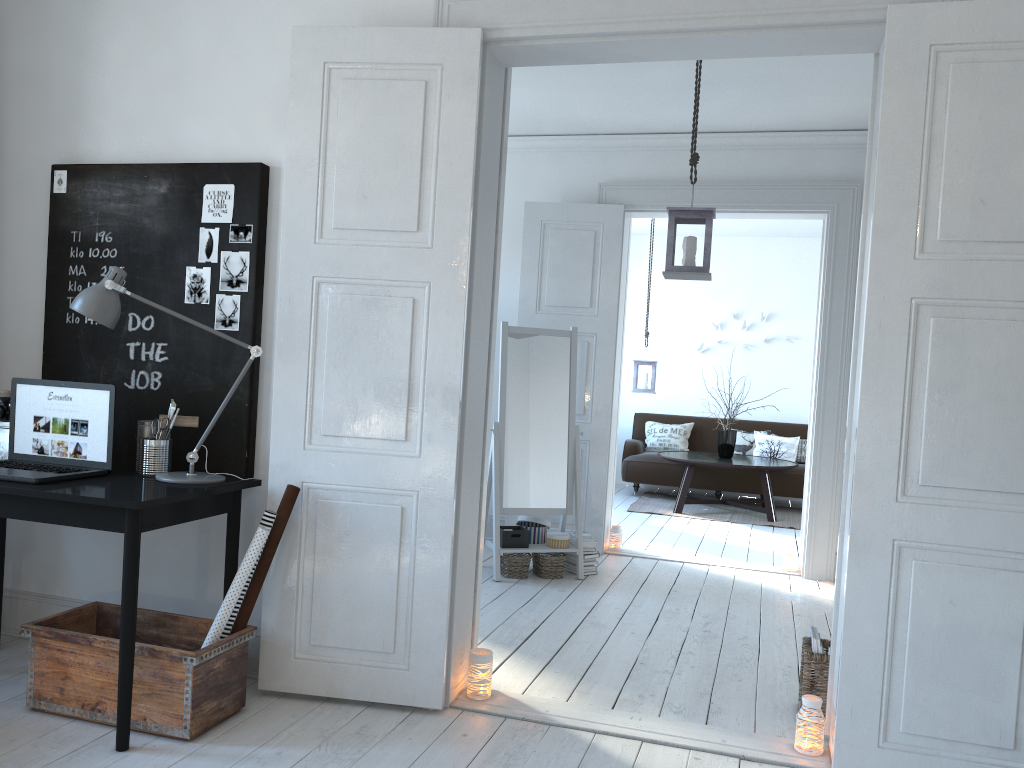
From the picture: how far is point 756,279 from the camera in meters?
9.6 m

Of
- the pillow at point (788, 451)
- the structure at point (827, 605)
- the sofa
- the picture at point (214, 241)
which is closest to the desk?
the picture at point (214, 241)

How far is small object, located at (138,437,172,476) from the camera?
3.09m

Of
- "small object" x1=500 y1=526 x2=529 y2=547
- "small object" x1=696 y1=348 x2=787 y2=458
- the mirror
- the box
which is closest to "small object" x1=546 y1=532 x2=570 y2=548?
the mirror

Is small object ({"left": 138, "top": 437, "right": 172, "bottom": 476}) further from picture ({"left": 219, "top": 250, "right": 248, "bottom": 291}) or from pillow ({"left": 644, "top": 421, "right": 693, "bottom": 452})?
pillow ({"left": 644, "top": 421, "right": 693, "bottom": 452})

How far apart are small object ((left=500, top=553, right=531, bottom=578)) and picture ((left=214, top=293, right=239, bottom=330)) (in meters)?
2.40

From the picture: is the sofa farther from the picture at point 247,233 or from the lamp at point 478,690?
the picture at point 247,233

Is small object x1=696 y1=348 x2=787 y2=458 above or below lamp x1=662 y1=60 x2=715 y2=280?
below

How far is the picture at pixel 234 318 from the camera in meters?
3.3

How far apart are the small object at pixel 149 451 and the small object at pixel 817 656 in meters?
2.4
